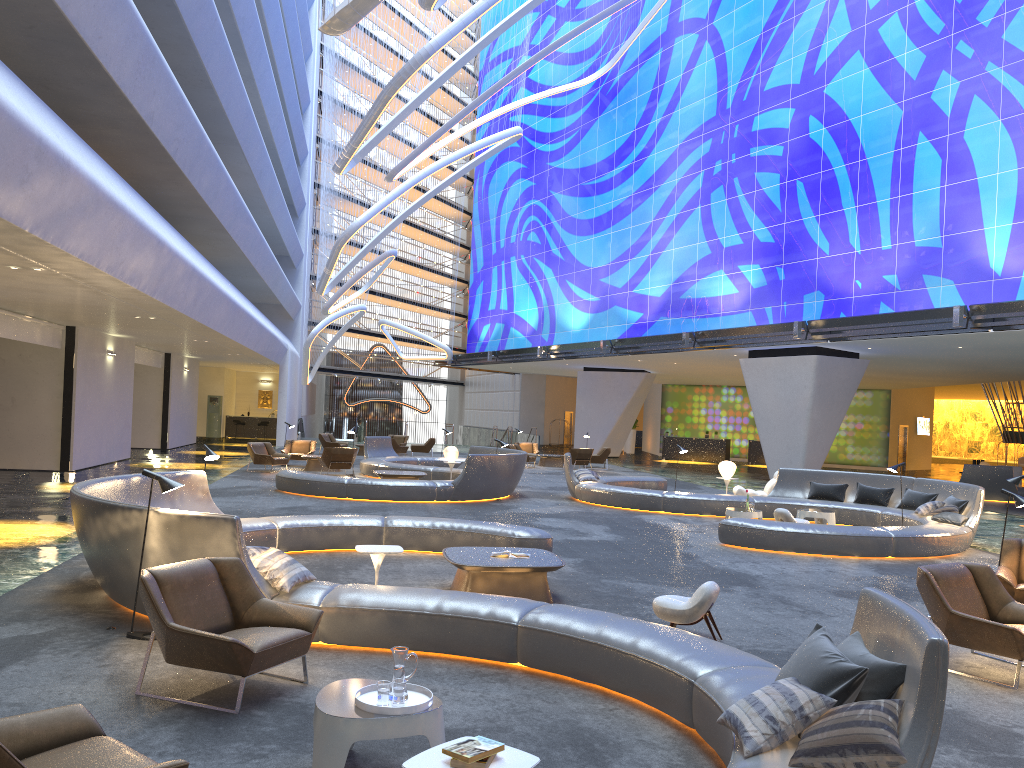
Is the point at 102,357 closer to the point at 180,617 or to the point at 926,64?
the point at 180,617

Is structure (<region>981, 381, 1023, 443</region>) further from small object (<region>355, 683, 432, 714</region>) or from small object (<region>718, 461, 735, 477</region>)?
small object (<region>355, 683, 432, 714</region>)

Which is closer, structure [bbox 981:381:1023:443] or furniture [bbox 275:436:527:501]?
furniture [bbox 275:436:527:501]

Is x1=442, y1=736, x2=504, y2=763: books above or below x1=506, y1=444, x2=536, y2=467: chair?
above

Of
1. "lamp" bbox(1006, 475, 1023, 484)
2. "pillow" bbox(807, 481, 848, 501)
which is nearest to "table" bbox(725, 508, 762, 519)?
"pillow" bbox(807, 481, 848, 501)

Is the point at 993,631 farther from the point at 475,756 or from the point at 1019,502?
the point at 475,756

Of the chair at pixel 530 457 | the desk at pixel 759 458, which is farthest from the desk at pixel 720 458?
the chair at pixel 530 457

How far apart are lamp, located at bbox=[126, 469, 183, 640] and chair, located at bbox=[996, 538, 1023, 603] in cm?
769

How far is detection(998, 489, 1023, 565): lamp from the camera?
8.95m

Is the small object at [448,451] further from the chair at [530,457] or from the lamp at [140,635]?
the lamp at [140,635]
